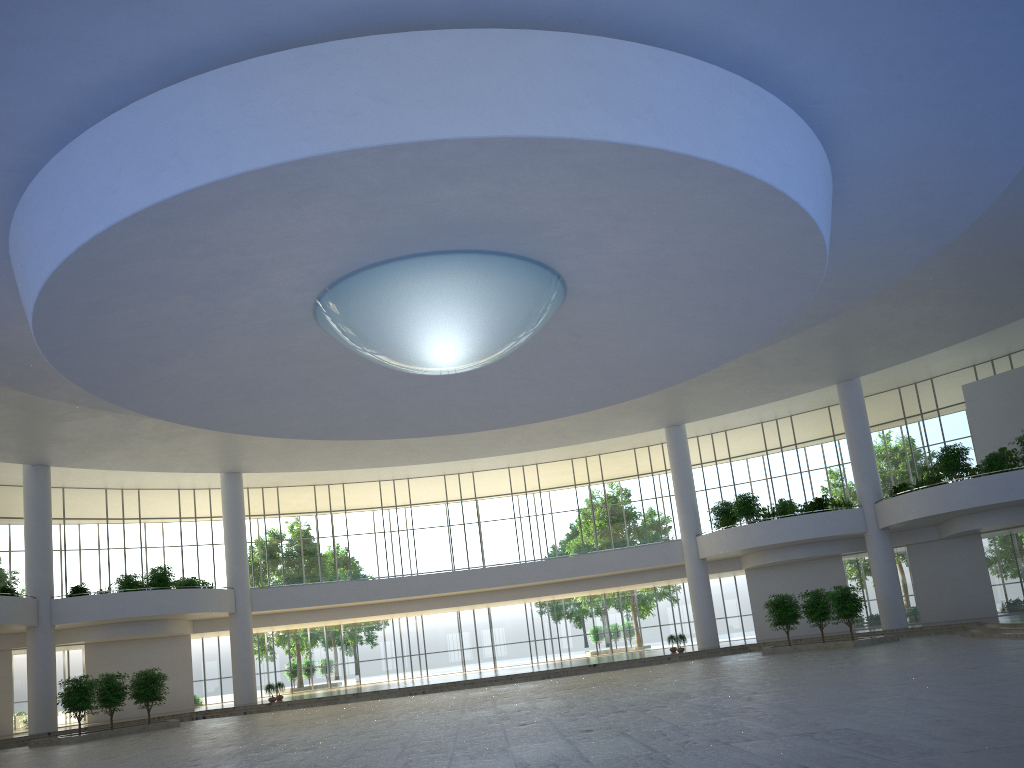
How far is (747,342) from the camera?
48.4m
